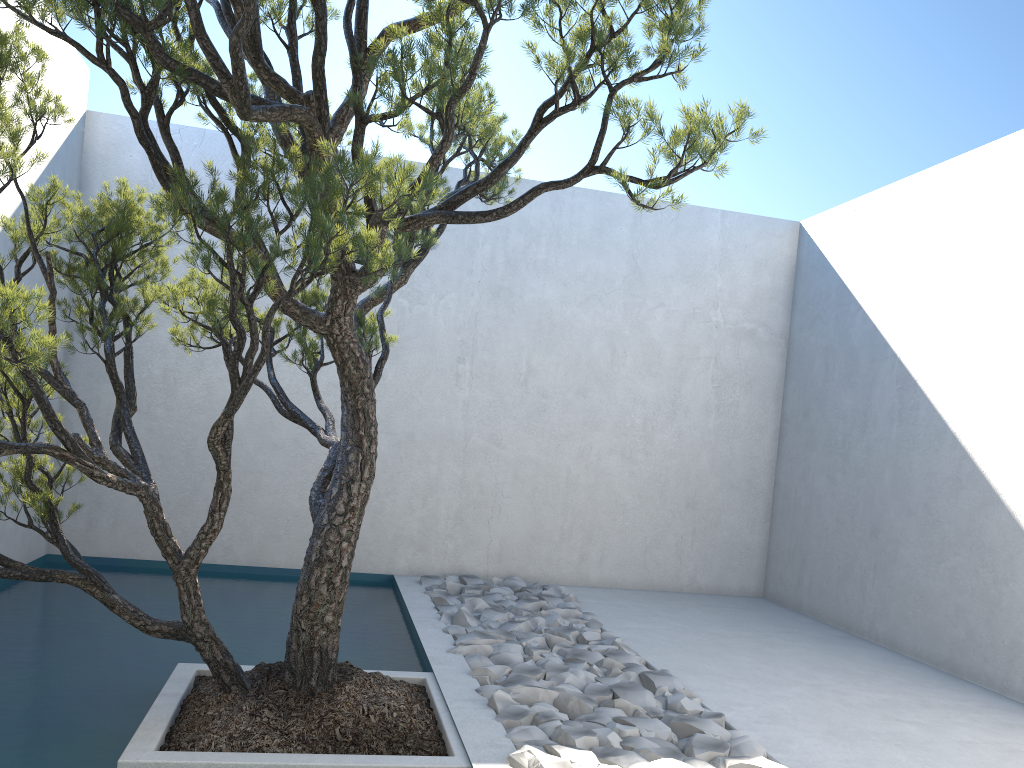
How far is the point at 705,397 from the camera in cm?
635

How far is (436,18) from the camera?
2.20m

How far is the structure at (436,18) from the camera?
2.2m

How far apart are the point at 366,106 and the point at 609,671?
2.55m

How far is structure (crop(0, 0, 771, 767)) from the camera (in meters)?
2.20
